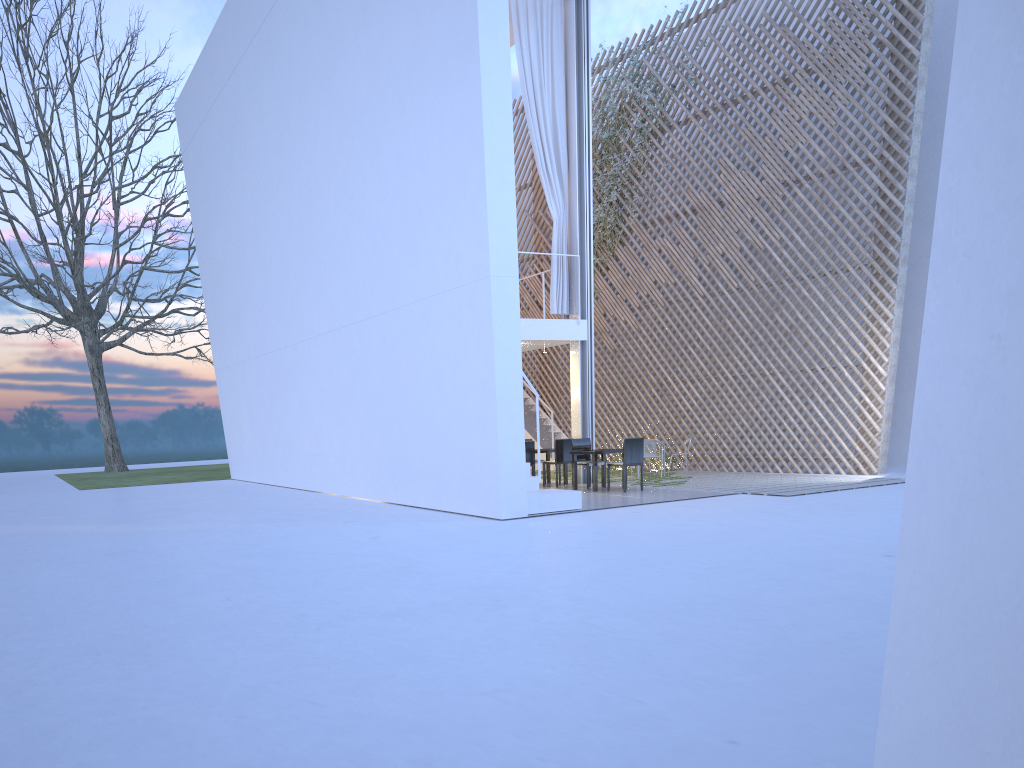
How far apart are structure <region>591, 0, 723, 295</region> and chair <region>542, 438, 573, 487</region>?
3.3 meters

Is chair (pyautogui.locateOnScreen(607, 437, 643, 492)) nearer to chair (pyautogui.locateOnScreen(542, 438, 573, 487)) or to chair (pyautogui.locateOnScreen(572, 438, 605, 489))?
chair (pyautogui.locateOnScreen(572, 438, 605, 489))

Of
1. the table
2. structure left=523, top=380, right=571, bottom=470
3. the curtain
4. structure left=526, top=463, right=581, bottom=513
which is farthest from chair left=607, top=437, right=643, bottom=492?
structure left=523, top=380, right=571, bottom=470

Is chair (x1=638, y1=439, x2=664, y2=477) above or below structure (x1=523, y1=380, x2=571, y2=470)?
below

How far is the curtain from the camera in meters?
7.8

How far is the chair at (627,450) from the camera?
6.84m

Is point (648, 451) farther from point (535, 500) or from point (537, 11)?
point (537, 11)

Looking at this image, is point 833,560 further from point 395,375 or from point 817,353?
point 817,353

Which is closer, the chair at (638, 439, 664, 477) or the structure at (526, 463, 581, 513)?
the structure at (526, 463, 581, 513)

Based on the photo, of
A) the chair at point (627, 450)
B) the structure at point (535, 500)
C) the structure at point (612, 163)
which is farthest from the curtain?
the structure at point (535, 500)
